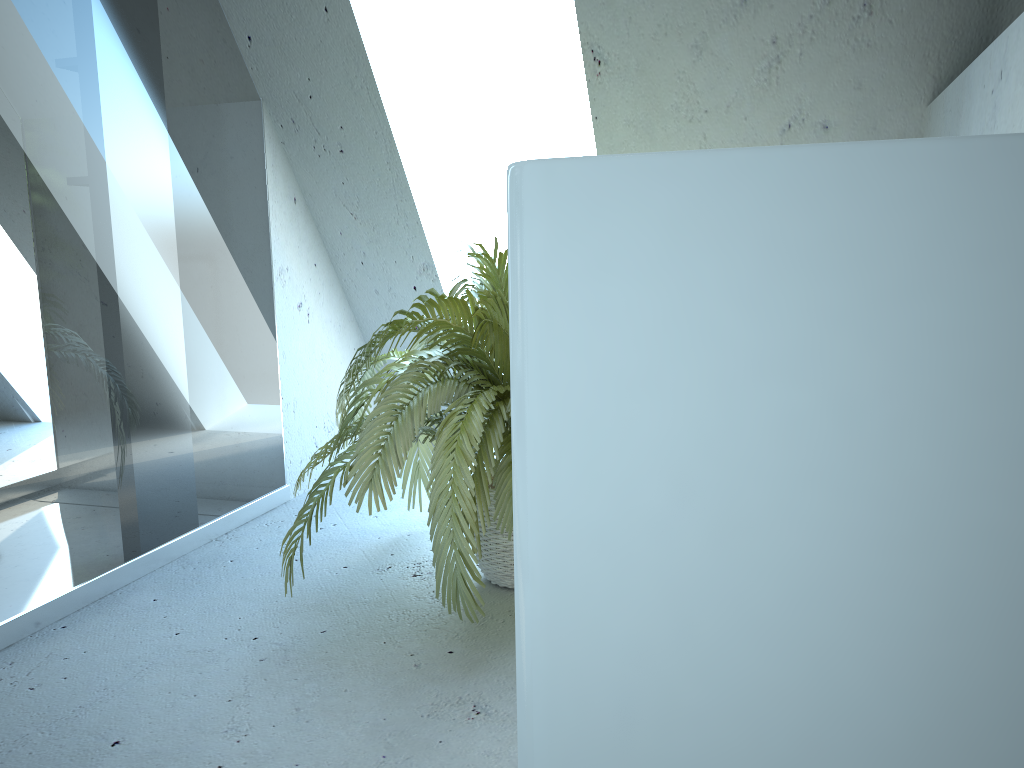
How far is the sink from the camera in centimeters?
16cm

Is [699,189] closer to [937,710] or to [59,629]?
[937,710]

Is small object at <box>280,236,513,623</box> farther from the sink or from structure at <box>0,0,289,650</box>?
the sink

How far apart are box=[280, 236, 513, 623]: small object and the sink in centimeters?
167cm

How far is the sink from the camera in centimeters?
16cm

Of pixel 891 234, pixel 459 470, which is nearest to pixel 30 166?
pixel 459 470

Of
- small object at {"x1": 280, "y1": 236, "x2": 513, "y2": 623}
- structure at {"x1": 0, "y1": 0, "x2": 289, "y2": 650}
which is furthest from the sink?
structure at {"x1": 0, "y1": 0, "x2": 289, "y2": 650}

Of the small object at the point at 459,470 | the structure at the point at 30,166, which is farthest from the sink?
the structure at the point at 30,166

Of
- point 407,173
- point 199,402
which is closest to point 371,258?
point 407,173

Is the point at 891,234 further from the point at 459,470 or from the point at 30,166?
the point at 30,166
